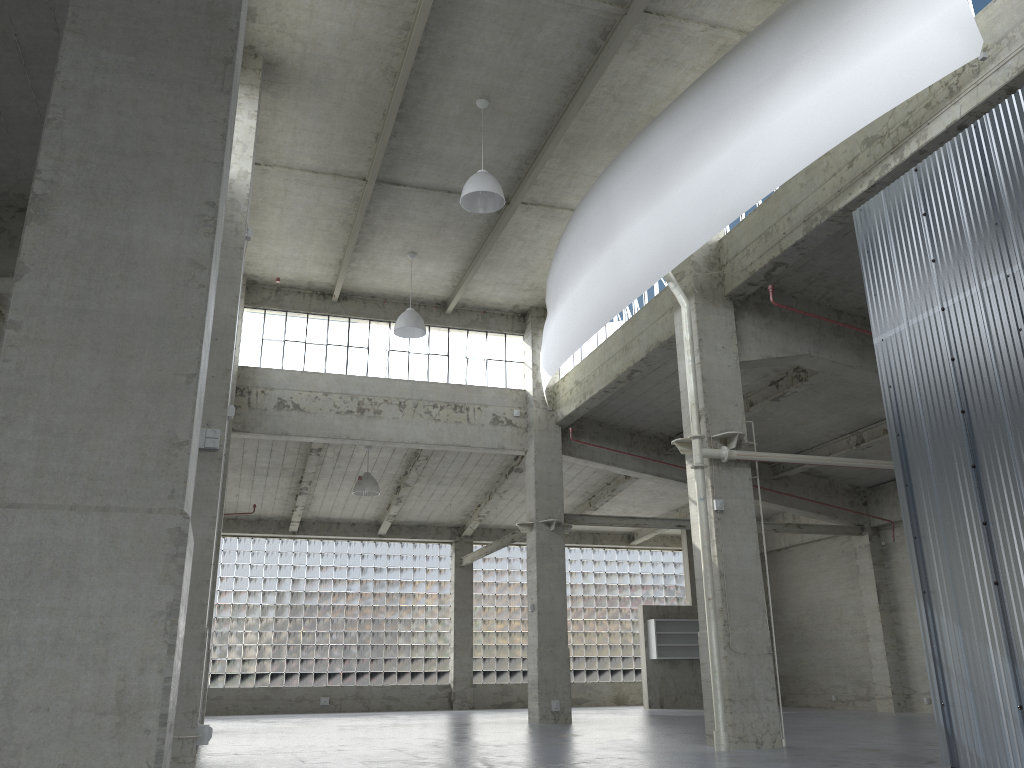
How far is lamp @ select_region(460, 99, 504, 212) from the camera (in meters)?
21.24

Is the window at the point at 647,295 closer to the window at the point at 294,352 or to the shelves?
the window at the point at 294,352

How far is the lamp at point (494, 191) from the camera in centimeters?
2124cm

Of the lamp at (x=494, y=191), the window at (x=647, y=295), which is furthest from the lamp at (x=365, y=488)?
the lamp at (x=494, y=191)

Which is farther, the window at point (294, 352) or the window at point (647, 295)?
the window at point (294, 352)

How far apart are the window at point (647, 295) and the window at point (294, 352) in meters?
1.8

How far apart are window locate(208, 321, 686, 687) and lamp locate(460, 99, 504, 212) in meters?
27.8

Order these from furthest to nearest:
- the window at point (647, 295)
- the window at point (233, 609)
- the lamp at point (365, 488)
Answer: the window at point (233, 609)
the lamp at point (365, 488)
the window at point (647, 295)

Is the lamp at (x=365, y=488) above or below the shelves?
above

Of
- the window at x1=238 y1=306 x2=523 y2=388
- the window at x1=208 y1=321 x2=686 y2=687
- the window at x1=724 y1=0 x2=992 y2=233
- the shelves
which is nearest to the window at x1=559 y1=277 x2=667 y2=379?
the window at x1=238 y1=306 x2=523 y2=388
